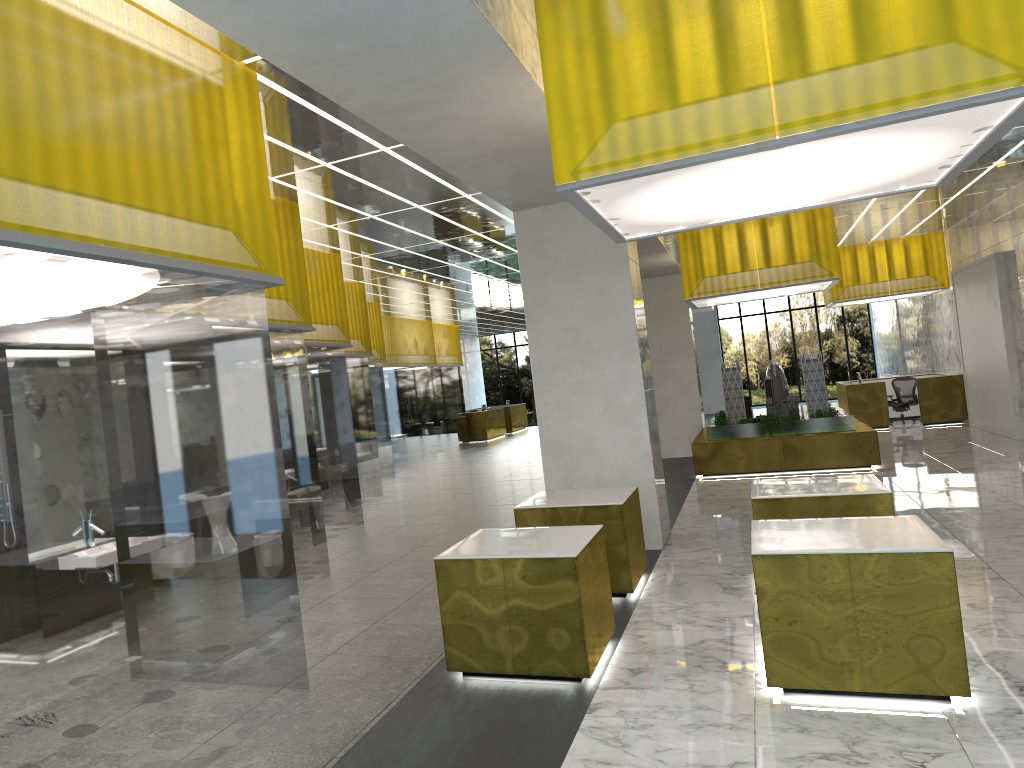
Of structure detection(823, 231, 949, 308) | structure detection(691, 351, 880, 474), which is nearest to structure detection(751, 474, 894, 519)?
structure detection(691, 351, 880, 474)

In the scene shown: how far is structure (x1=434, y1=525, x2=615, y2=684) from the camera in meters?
7.6 m

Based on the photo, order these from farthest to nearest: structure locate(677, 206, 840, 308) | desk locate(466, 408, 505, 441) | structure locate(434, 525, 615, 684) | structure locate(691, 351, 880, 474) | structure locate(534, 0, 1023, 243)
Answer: desk locate(466, 408, 505, 441) < structure locate(691, 351, 880, 474) < structure locate(677, 206, 840, 308) < structure locate(434, 525, 615, 684) < structure locate(534, 0, 1023, 243)

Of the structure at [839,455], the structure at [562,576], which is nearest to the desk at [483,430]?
the structure at [839,455]

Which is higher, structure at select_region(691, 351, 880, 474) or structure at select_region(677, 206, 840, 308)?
structure at select_region(677, 206, 840, 308)

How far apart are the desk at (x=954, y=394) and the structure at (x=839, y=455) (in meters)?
5.25

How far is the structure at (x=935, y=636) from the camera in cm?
683

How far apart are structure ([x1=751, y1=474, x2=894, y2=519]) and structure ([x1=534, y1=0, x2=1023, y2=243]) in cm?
324

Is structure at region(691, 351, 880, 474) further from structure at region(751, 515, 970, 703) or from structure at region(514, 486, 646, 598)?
structure at region(751, 515, 970, 703)

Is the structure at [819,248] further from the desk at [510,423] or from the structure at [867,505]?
the desk at [510,423]
